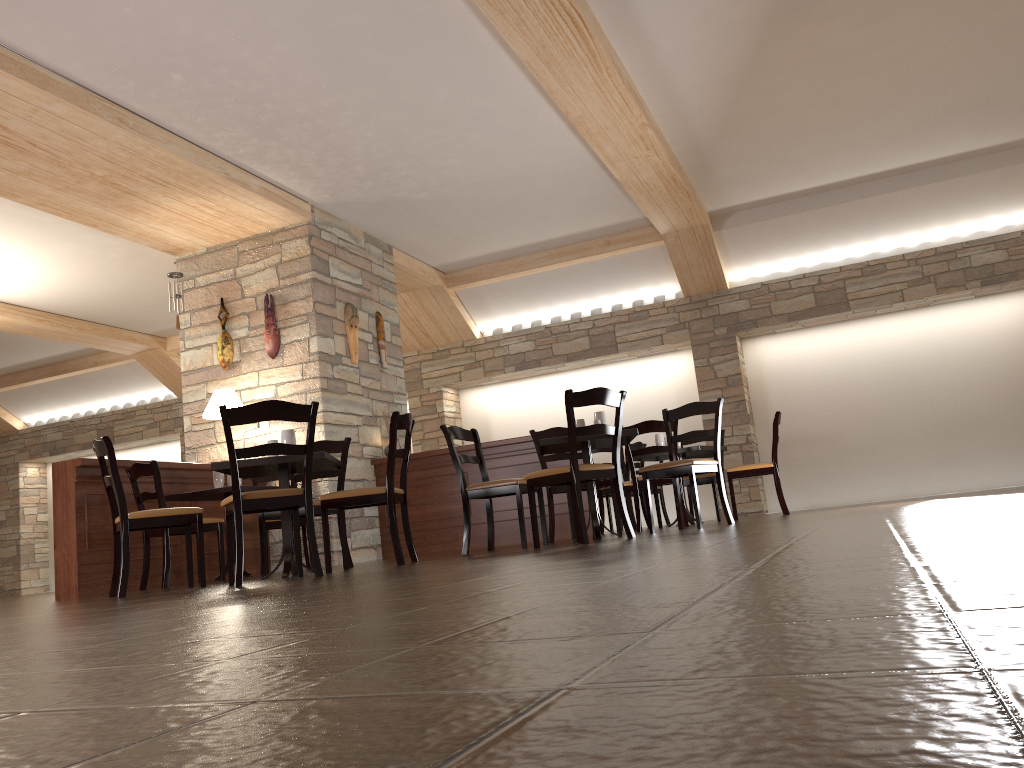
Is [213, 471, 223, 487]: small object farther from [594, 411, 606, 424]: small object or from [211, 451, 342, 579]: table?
[594, 411, 606, 424]: small object

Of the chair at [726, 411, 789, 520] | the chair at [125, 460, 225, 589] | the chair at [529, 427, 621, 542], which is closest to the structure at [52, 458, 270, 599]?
the chair at [125, 460, 225, 589]

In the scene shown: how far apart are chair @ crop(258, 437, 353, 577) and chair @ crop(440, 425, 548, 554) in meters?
0.6 m

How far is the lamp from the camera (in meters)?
7.32

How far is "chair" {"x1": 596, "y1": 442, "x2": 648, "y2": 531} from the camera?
8.7m

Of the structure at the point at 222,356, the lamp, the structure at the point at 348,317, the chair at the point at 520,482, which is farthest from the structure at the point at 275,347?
the chair at the point at 520,482

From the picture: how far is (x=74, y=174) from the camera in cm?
651

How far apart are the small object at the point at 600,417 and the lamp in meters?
3.3 m

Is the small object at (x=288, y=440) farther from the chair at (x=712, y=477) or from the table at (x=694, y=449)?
the chair at (x=712, y=477)

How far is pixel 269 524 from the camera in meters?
7.0
